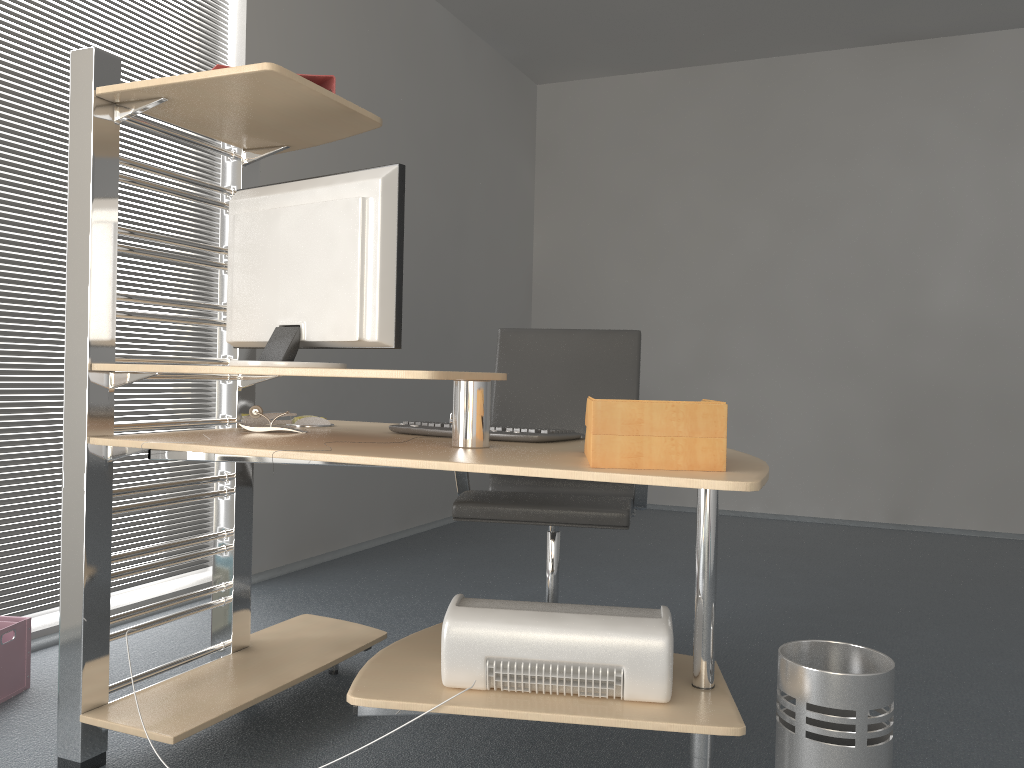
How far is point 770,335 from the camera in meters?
5.8

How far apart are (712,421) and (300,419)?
1.30m

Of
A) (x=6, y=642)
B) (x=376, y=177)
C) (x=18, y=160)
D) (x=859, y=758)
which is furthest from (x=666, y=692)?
(x=18, y=160)

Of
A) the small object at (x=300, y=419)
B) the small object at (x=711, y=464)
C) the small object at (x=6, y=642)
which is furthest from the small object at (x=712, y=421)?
the small object at (x=6, y=642)

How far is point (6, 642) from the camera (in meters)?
2.33

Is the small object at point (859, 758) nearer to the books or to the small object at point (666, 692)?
the small object at point (666, 692)

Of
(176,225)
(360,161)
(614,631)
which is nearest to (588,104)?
(360,161)

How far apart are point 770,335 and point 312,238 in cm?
442

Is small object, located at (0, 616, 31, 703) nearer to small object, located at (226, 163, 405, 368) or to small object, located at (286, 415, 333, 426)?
small object, located at (286, 415, 333, 426)

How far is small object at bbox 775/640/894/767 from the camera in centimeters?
158cm
